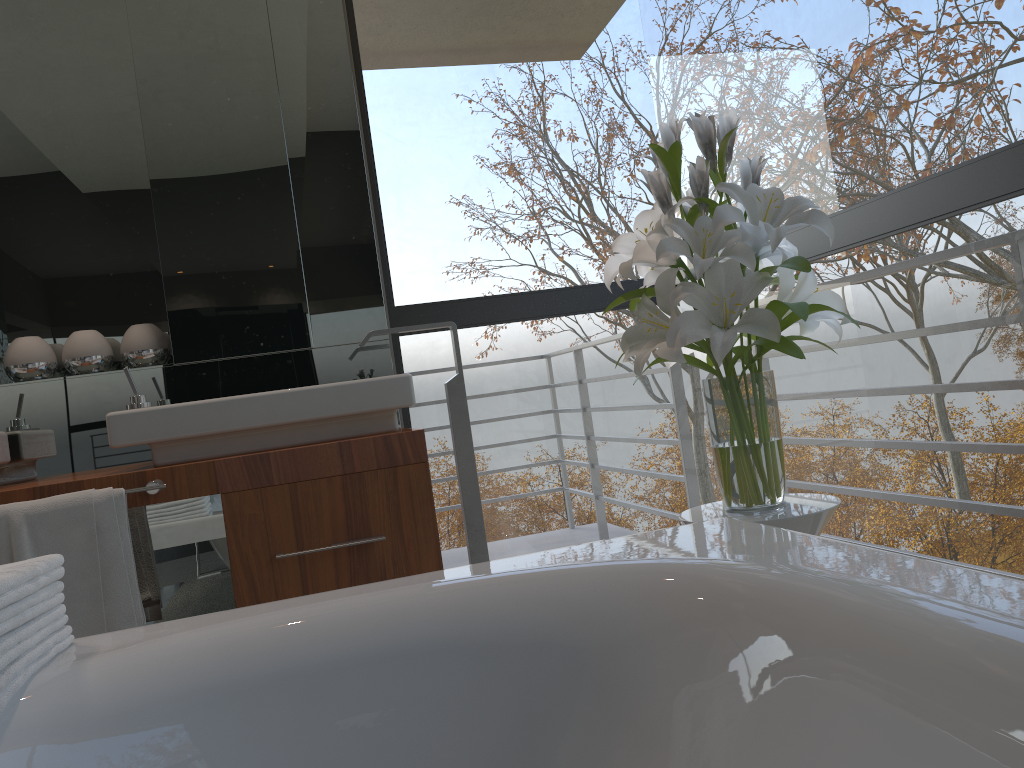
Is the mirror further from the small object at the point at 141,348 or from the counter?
the counter

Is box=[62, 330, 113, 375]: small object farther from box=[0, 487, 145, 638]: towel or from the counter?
box=[0, 487, 145, 638]: towel

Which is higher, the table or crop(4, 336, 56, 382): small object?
crop(4, 336, 56, 382): small object

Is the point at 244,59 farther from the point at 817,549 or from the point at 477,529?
the point at 817,549

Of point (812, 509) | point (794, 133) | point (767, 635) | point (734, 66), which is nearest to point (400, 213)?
point (812, 509)

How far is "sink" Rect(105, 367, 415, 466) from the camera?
2.2 meters

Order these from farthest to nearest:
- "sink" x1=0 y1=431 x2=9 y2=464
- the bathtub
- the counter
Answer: "sink" x1=0 y1=431 x2=9 y2=464
the counter
the bathtub

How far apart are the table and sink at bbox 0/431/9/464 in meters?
1.8 m

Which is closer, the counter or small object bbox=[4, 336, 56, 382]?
the counter

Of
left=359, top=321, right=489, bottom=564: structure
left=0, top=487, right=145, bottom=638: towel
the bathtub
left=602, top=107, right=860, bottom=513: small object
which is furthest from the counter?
the bathtub
